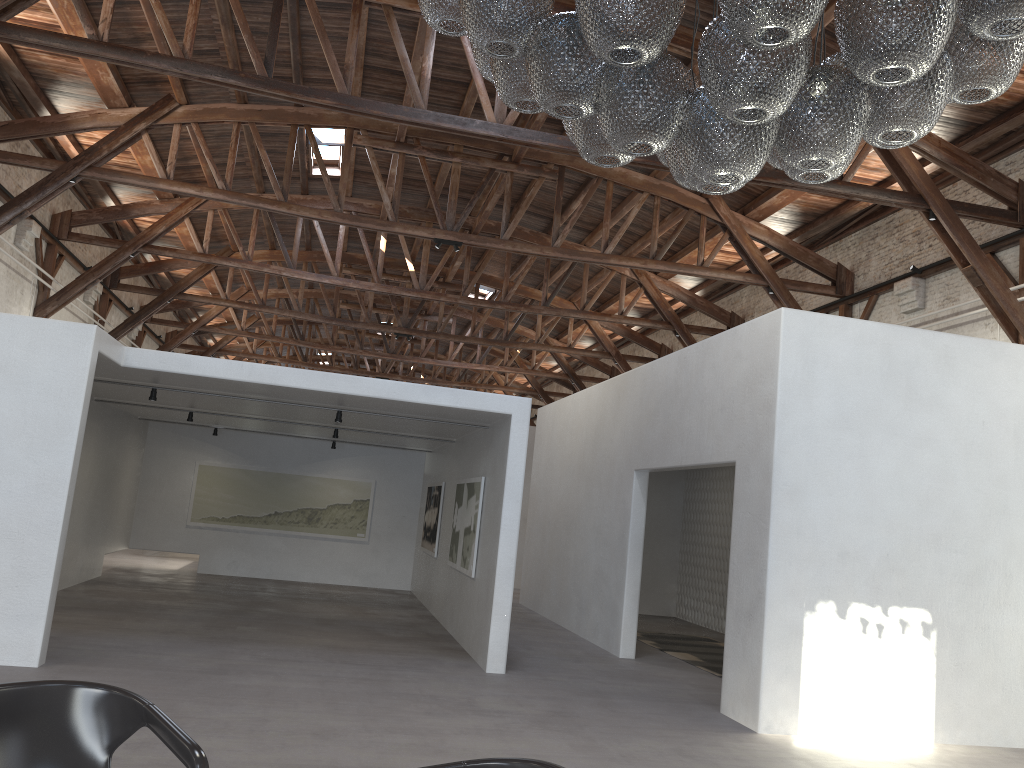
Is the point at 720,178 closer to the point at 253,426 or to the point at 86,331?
the point at 86,331

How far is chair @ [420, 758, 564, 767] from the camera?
2.39m

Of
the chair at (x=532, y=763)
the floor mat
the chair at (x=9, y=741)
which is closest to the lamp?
the chair at (x=532, y=763)

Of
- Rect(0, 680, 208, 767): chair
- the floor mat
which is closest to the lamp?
Rect(0, 680, 208, 767): chair

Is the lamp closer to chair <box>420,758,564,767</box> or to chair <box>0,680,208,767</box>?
chair <box>420,758,564,767</box>

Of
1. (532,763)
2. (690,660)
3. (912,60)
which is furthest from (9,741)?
(690,660)

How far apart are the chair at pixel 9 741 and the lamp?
2.4m

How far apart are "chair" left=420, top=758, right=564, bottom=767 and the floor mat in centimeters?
738cm

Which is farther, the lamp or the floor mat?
the floor mat

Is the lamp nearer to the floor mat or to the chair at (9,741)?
the chair at (9,741)
